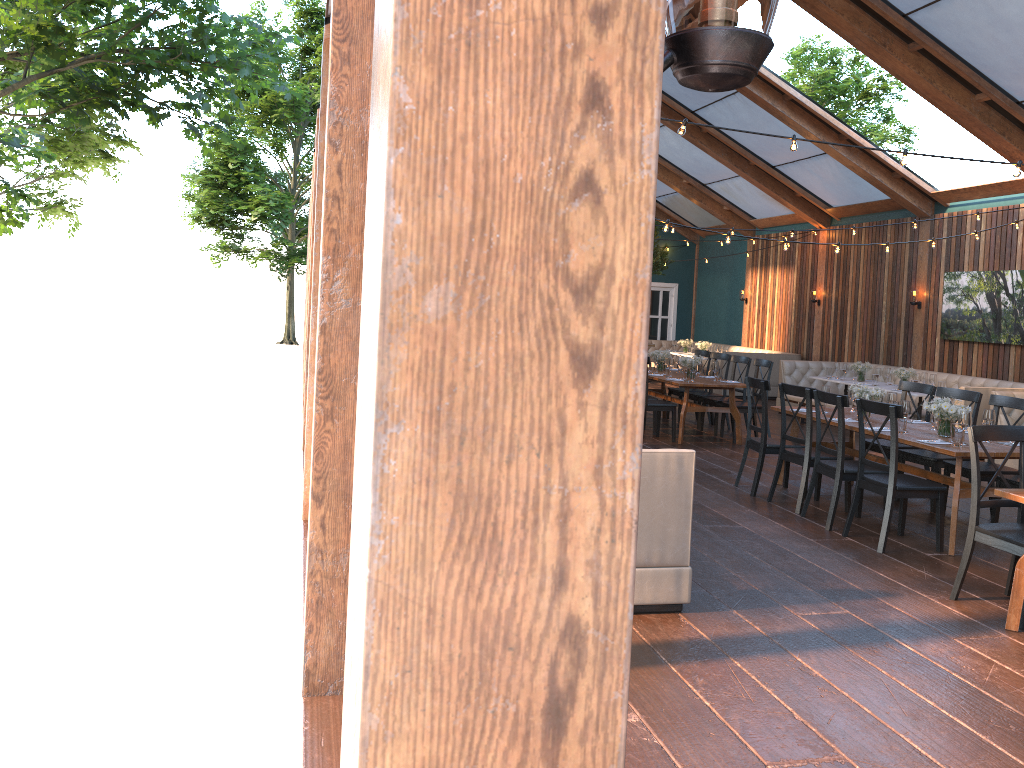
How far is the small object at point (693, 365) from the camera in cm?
1070

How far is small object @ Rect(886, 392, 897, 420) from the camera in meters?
7.6 m

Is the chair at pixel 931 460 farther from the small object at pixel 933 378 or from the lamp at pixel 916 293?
the lamp at pixel 916 293

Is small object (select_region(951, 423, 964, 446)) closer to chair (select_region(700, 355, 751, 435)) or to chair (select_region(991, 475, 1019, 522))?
chair (select_region(991, 475, 1019, 522))

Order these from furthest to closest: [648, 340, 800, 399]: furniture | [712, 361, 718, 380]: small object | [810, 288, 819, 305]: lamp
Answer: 1. [648, 340, 800, 399]: furniture
2. [810, 288, 819, 305]: lamp
3. [712, 361, 718, 380]: small object

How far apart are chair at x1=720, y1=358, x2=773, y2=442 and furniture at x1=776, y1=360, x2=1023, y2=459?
2.2m

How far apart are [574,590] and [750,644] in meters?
3.9 m

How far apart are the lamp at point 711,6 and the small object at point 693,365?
10.0 meters

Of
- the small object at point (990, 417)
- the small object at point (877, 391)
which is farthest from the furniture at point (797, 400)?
the small object at point (990, 417)

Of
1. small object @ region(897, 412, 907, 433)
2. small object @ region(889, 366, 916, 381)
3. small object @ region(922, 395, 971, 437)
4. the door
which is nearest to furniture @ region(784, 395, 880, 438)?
small object @ region(889, 366, 916, 381)
